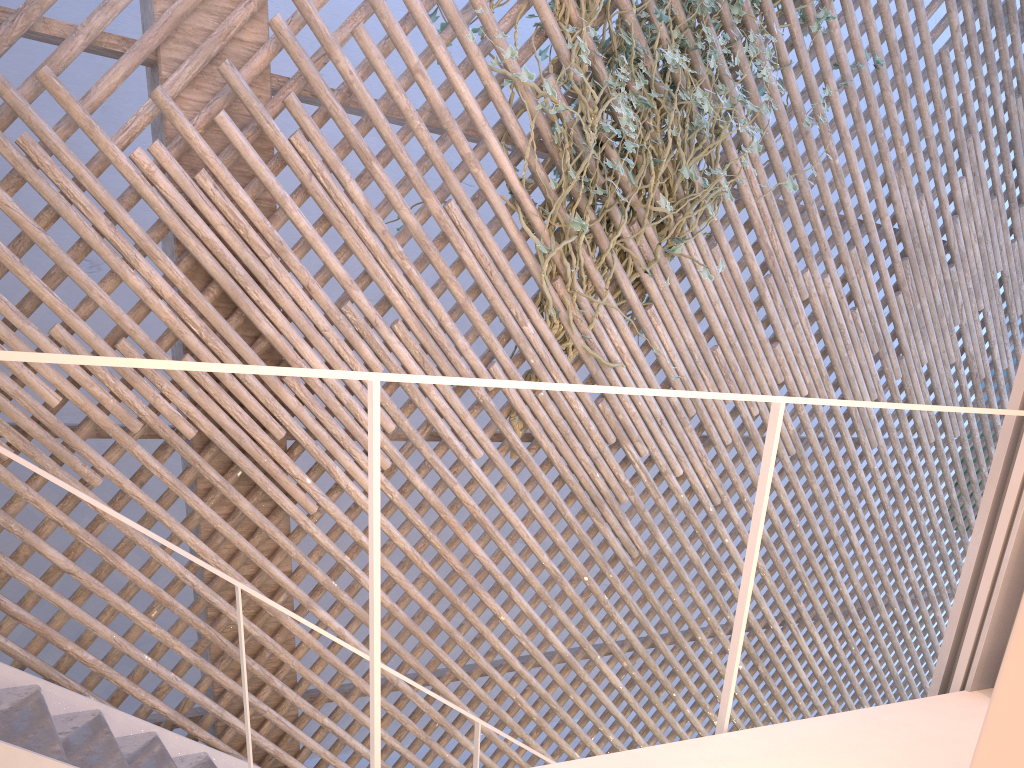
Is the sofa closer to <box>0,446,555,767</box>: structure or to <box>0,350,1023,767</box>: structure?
<box>0,350,1023,767</box>: structure

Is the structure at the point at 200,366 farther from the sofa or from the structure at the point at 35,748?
the structure at the point at 35,748

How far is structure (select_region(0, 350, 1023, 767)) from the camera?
0.8m

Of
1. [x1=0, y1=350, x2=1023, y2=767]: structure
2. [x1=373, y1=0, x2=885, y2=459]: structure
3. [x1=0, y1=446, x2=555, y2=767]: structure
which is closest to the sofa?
[x1=0, y1=350, x2=1023, y2=767]: structure

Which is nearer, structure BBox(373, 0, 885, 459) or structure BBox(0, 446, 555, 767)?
Answer: structure BBox(0, 446, 555, 767)

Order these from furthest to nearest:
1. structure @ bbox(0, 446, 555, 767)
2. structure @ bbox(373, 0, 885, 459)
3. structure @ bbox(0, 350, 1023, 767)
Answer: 1. structure @ bbox(373, 0, 885, 459)
2. structure @ bbox(0, 446, 555, 767)
3. structure @ bbox(0, 350, 1023, 767)

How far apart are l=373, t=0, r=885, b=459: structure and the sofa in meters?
1.8 m

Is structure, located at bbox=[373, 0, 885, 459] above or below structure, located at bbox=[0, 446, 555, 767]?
above

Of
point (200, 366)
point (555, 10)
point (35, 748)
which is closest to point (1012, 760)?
point (200, 366)

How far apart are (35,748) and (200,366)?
1.17m
